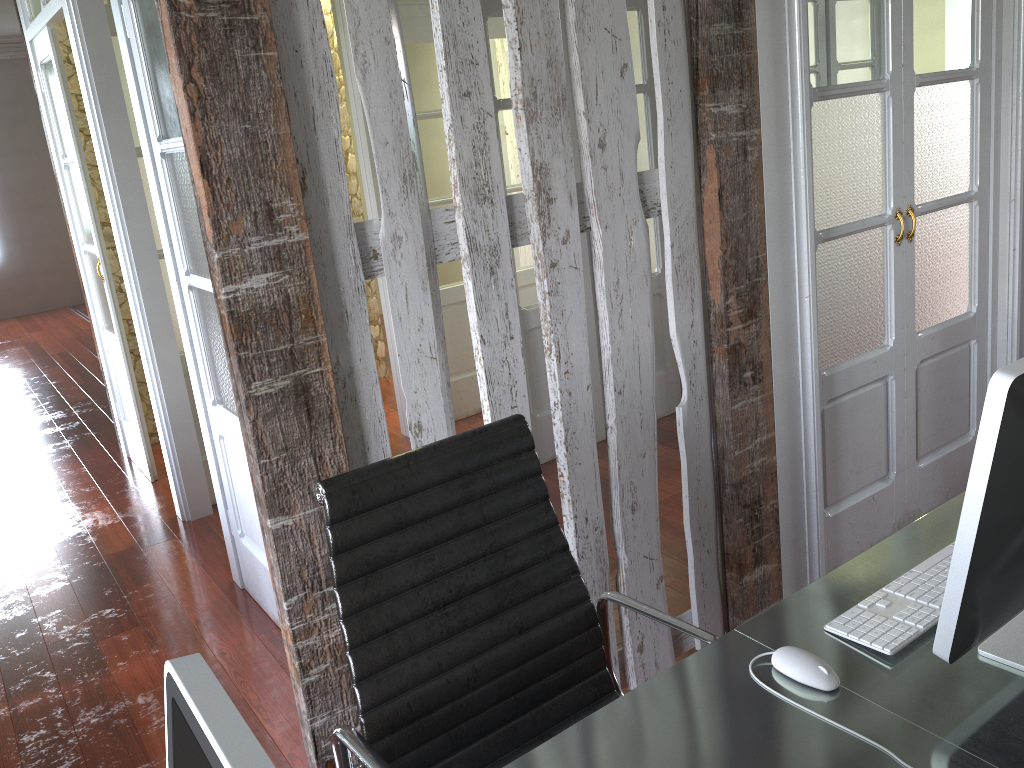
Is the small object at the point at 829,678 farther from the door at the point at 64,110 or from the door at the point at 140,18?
the door at the point at 64,110

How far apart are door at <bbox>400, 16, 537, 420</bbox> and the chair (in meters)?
3.03

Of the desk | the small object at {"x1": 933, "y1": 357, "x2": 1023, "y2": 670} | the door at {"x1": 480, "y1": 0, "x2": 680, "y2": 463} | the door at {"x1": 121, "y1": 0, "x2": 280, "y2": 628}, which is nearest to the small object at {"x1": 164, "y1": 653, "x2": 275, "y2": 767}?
the desk

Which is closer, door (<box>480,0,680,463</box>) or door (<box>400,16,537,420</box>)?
door (<box>480,0,680,463</box>)

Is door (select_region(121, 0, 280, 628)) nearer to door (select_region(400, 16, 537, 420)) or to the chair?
the chair

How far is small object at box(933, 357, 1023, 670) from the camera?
1.0 meters

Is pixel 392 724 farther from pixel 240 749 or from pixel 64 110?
pixel 64 110

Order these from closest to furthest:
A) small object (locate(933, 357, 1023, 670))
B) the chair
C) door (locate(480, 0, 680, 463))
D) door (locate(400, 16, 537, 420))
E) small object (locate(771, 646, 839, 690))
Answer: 1. small object (locate(933, 357, 1023, 670))
2. small object (locate(771, 646, 839, 690))
3. the chair
4. door (locate(480, 0, 680, 463))
5. door (locate(400, 16, 537, 420))

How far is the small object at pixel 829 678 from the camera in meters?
1.3

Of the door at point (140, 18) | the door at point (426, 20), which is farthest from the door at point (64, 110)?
the door at point (426, 20)
